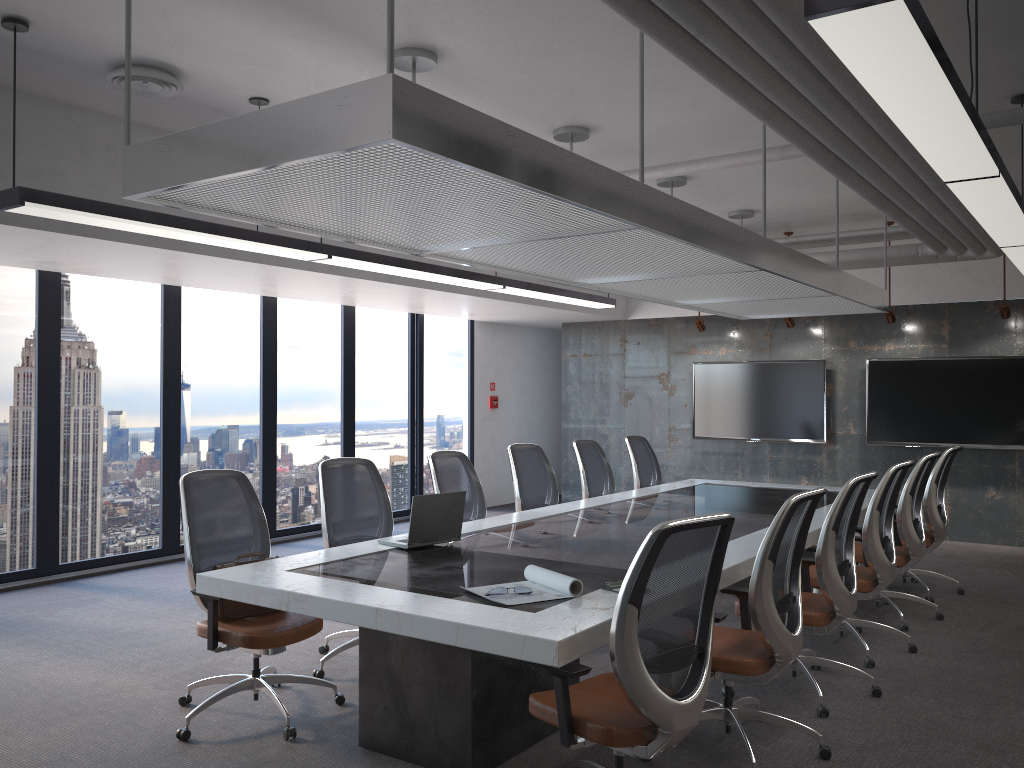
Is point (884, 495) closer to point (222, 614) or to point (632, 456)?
point (632, 456)

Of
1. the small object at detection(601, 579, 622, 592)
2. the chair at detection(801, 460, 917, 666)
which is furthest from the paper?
the chair at detection(801, 460, 917, 666)

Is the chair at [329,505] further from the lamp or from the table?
the lamp

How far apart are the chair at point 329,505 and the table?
0.5m

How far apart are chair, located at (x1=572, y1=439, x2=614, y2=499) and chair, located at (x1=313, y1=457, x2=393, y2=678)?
2.4m

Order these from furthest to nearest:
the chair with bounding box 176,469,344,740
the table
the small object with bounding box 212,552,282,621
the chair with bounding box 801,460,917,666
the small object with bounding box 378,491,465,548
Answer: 1. the chair with bounding box 801,460,917,666
2. the small object with bounding box 378,491,465,548
3. the small object with bounding box 212,552,282,621
4. the chair with bounding box 176,469,344,740
5. the table

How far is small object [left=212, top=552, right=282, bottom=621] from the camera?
4.22m

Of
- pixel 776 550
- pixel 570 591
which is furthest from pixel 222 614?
pixel 776 550

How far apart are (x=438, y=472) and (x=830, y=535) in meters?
2.6 m

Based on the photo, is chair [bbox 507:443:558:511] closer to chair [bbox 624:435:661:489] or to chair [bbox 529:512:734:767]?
chair [bbox 624:435:661:489]
